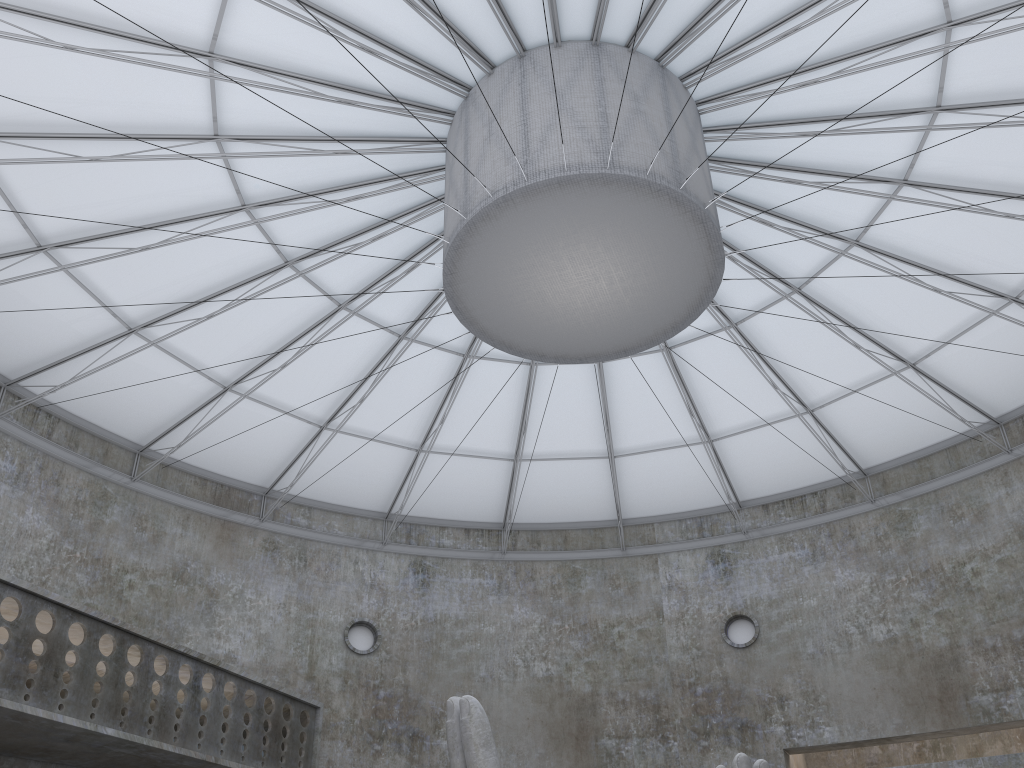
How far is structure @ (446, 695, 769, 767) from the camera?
15.2m

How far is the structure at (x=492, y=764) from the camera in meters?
15.2 m

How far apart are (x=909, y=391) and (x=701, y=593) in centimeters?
1201cm
